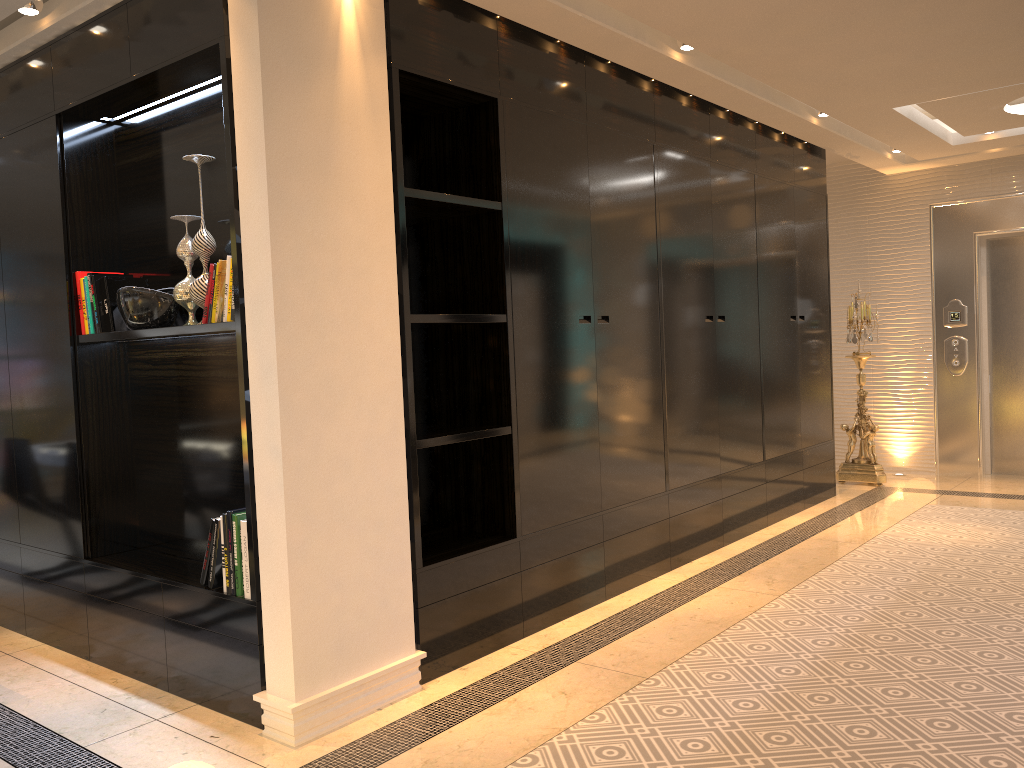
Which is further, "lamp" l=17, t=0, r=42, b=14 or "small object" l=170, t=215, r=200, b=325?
"lamp" l=17, t=0, r=42, b=14

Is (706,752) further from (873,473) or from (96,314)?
(873,473)

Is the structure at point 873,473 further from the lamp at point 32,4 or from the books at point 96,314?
the lamp at point 32,4

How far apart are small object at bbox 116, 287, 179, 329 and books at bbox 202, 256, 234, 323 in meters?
0.3 m

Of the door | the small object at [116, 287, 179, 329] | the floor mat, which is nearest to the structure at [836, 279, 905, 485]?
the door

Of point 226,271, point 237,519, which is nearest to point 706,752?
point 237,519

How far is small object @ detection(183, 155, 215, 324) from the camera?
3.2m

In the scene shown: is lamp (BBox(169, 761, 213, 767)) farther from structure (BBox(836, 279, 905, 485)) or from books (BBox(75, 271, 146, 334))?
structure (BBox(836, 279, 905, 485))

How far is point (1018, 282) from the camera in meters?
7.4 m

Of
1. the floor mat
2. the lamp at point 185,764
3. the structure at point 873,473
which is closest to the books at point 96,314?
the lamp at point 185,764
